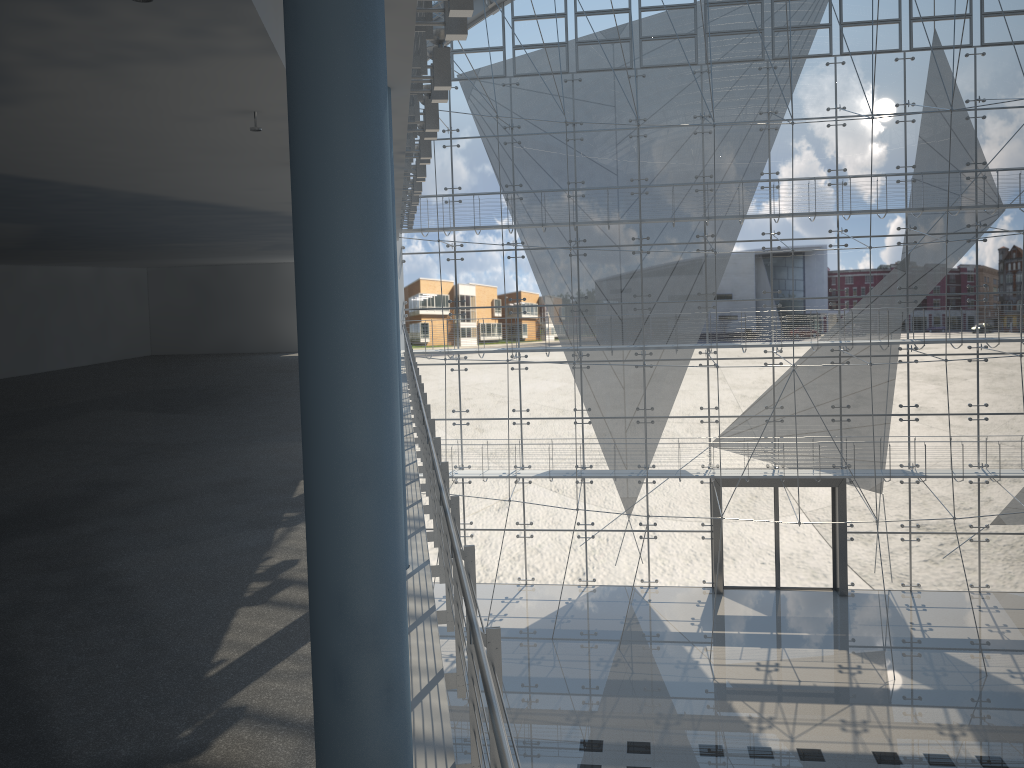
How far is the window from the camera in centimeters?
351cm

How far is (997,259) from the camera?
3.5m

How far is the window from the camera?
3.5 meters
